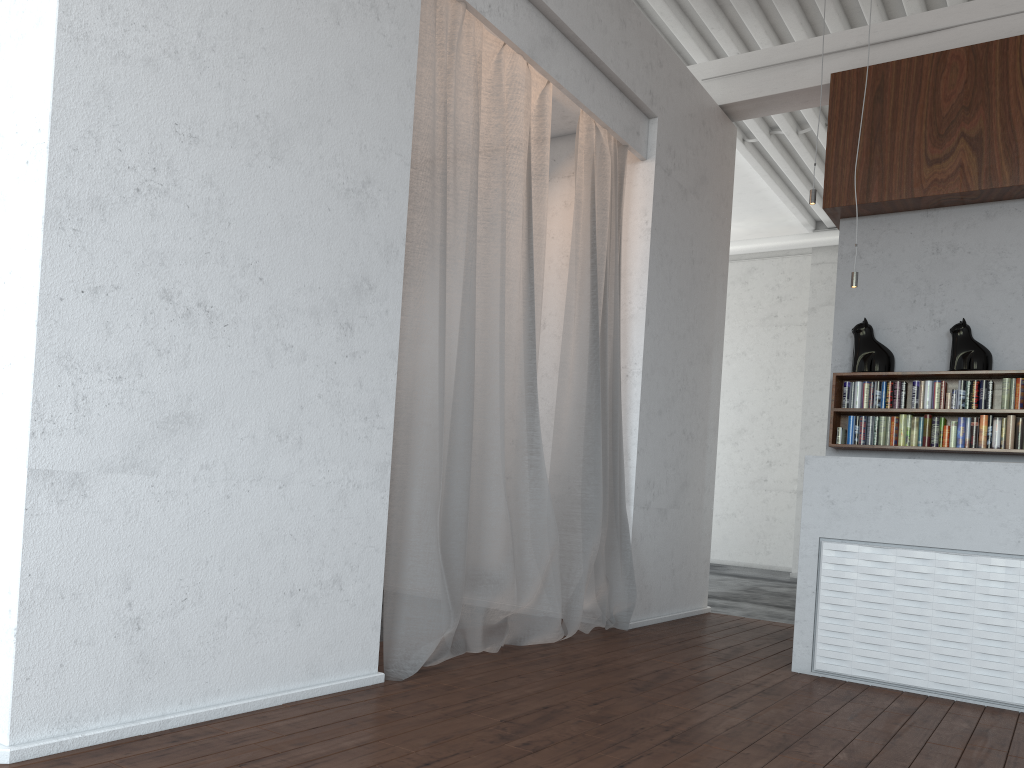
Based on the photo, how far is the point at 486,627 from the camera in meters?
4.3
